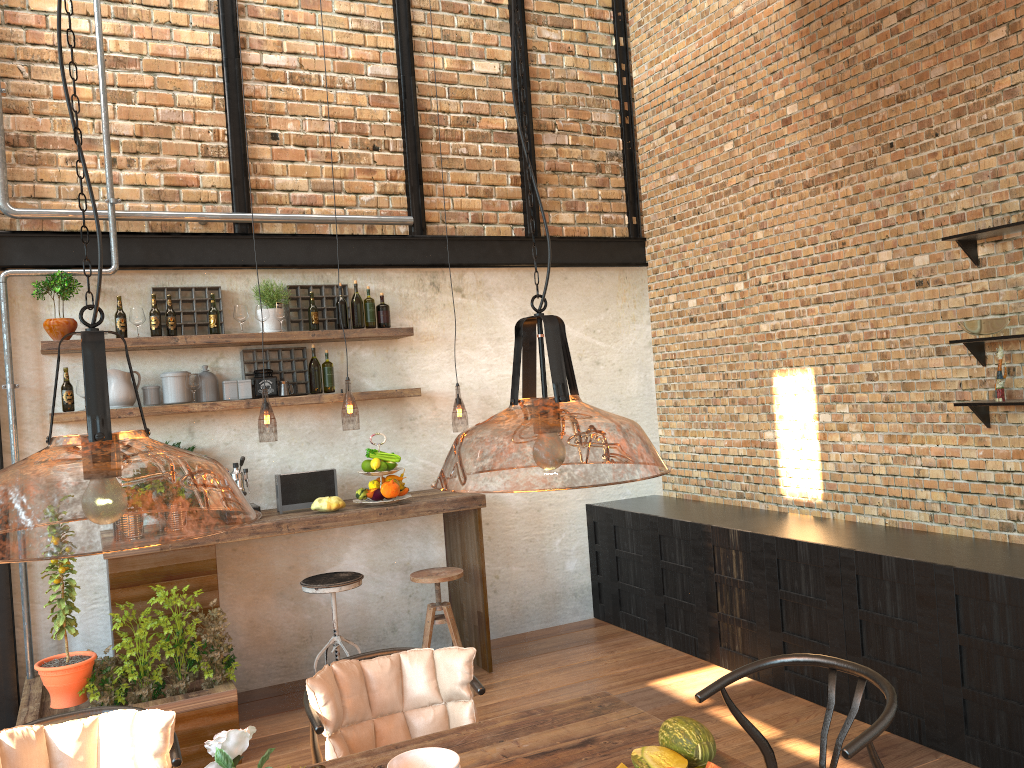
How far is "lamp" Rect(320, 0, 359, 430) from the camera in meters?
7.6 m

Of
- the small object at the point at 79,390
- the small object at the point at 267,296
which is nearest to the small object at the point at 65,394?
the small object at the point at 79,390

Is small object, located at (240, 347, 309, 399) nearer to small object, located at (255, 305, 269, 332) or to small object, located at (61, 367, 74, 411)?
small object, located at (255, 305, 269, 332)

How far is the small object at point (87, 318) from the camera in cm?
492

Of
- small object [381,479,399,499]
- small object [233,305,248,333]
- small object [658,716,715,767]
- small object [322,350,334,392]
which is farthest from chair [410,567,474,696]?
small object [658,716,715,767]

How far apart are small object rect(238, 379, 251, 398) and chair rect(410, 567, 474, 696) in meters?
1.5 m

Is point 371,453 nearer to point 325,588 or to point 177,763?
point 325,588

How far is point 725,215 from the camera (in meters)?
5.91

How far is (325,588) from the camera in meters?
4.8

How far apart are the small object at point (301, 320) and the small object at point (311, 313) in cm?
12
